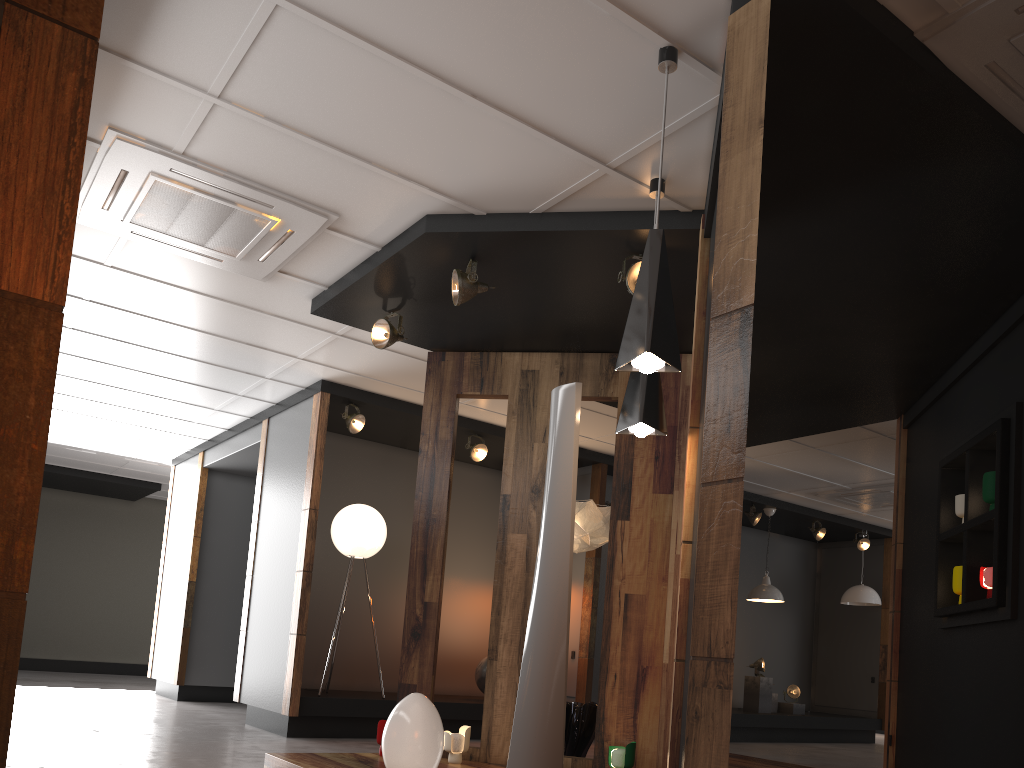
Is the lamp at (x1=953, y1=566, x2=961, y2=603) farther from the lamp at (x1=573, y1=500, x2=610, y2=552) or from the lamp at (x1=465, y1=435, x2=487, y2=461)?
the lamp at (x1=465, y1=435, x2=487, y2=461)

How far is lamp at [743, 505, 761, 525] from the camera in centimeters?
1044cm

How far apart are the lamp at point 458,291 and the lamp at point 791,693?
8.4m

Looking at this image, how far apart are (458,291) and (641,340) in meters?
1.9 m

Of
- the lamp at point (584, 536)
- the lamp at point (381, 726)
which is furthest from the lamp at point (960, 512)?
the lamp at point (381, 726)

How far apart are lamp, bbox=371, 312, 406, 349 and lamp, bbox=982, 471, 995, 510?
3.54m

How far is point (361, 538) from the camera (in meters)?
7.48

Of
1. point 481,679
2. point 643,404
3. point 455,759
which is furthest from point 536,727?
point 481,679

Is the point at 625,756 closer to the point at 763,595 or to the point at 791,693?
the point at 763,595

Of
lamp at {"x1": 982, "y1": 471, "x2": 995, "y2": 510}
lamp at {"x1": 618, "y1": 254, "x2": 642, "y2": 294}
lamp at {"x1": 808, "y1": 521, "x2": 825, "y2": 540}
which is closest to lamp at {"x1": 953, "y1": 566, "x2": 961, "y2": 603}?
lamp at {"x1": 982, "y1": 471, "x2": 995, "y2": 510}
